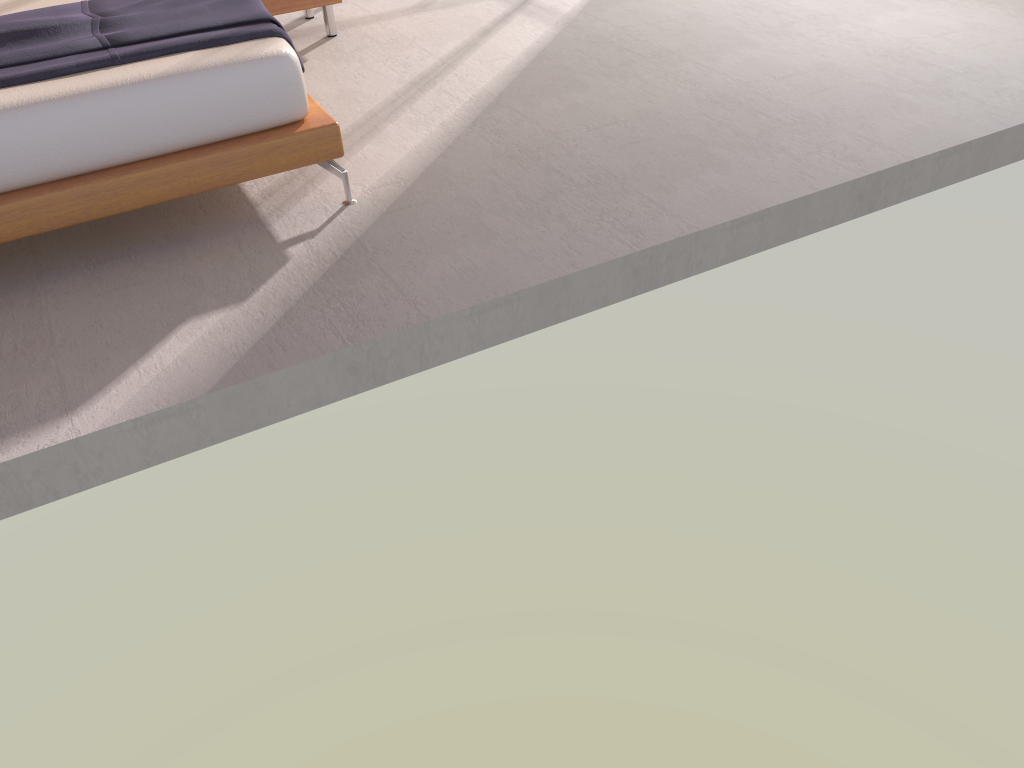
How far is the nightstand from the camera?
4.6 meters

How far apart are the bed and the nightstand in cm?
127

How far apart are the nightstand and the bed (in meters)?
1.27

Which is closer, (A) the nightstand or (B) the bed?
(B) the bed

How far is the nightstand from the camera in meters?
4.6 m

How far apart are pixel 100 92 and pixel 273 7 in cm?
210

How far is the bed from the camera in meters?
2.7 m
